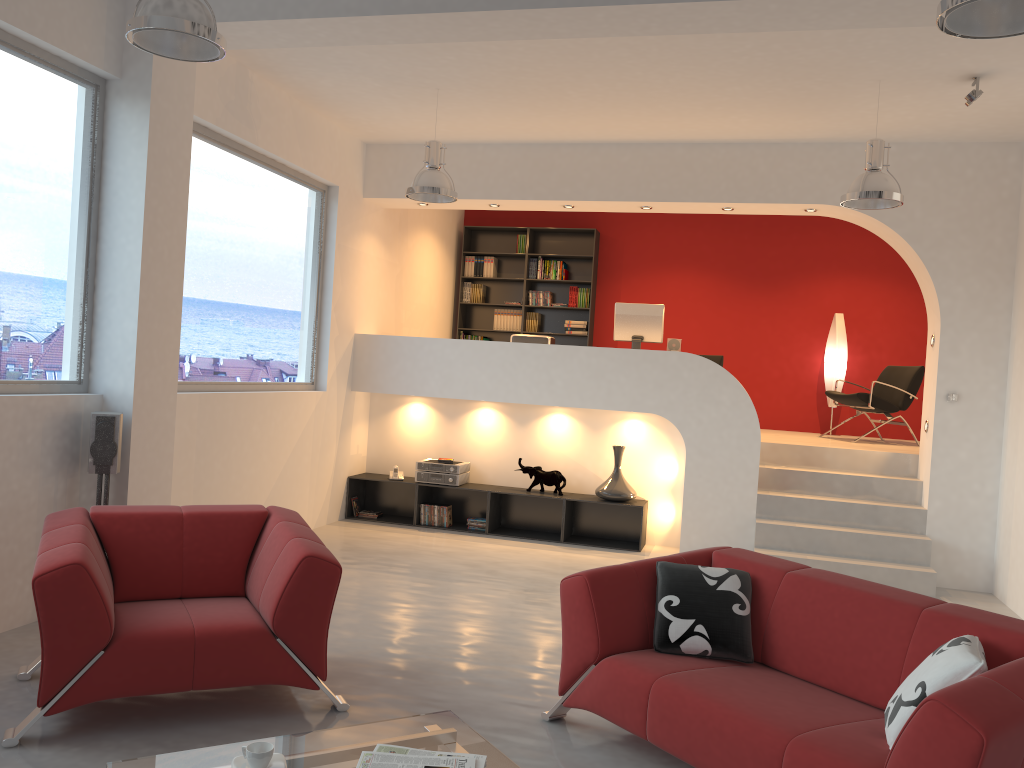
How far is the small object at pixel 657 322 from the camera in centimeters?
815cm

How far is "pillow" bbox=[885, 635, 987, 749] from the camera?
2.7m

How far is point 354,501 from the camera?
8.4 meters

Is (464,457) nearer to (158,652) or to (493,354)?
(493,354)

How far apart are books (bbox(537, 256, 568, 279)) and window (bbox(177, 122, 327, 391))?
3.5 meters

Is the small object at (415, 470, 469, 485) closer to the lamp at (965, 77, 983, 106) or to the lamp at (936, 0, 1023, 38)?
the lamp at (965, 77, 983, 106)

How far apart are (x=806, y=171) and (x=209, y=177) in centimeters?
465cm

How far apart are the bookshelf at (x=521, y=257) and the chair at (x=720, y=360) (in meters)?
2.52

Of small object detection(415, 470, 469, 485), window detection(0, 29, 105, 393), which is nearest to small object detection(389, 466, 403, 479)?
small object detection(415, 470, 469, 485)

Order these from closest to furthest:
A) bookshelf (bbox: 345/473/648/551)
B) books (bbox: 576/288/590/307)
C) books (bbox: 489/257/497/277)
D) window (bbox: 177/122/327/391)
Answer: window (bbox: 177/122/327/391) → bookshelf (bbox: 345/473/648/551) → books (bbox: 576/288/590/307) → books (bbox: 489/257/497/277)
